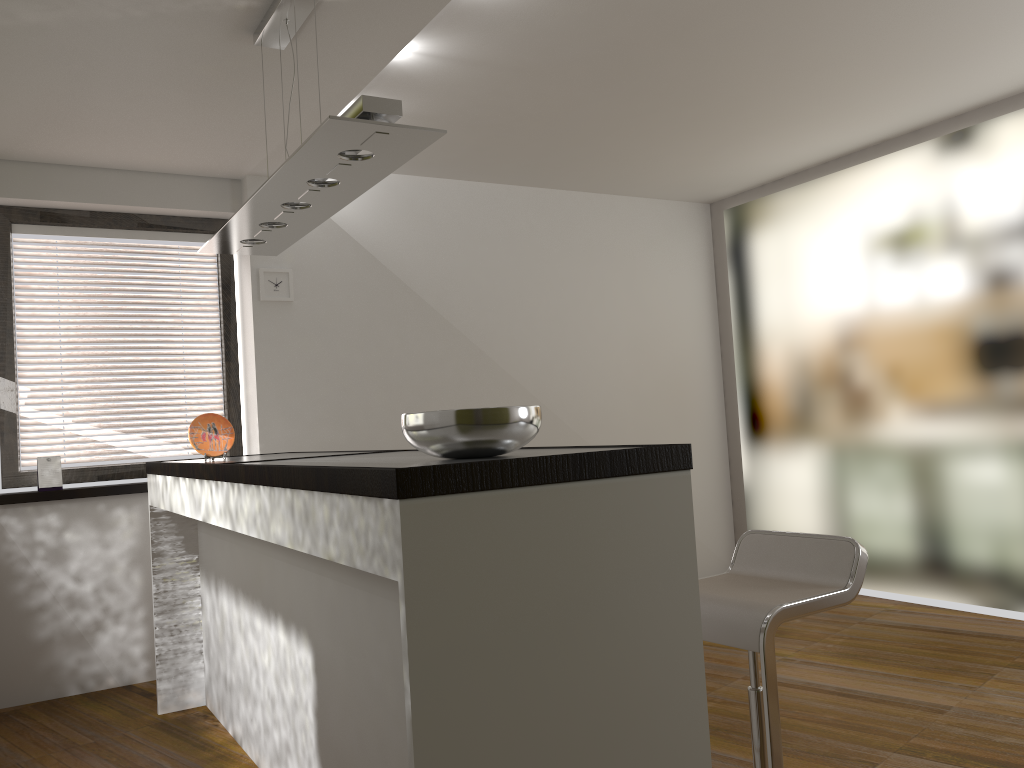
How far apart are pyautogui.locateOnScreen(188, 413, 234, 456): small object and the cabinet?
0.07m

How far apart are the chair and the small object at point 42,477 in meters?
3.4 m

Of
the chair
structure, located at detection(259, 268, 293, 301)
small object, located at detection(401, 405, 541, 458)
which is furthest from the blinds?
the chair

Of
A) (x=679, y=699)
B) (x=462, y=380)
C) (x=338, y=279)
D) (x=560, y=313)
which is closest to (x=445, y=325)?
(x=462, y=380)

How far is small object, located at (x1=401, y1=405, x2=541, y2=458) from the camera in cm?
181

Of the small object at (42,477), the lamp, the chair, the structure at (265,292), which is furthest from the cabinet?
the structure at (265,292)

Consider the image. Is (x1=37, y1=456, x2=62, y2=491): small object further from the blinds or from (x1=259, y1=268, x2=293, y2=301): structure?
(x1=259, y1=268, x2=293, y2=301): structure

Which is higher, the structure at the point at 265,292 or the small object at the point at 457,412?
the structure at the point at 265,292

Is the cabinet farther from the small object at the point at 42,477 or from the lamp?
the lamp

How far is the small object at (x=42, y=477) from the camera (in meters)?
4.39
